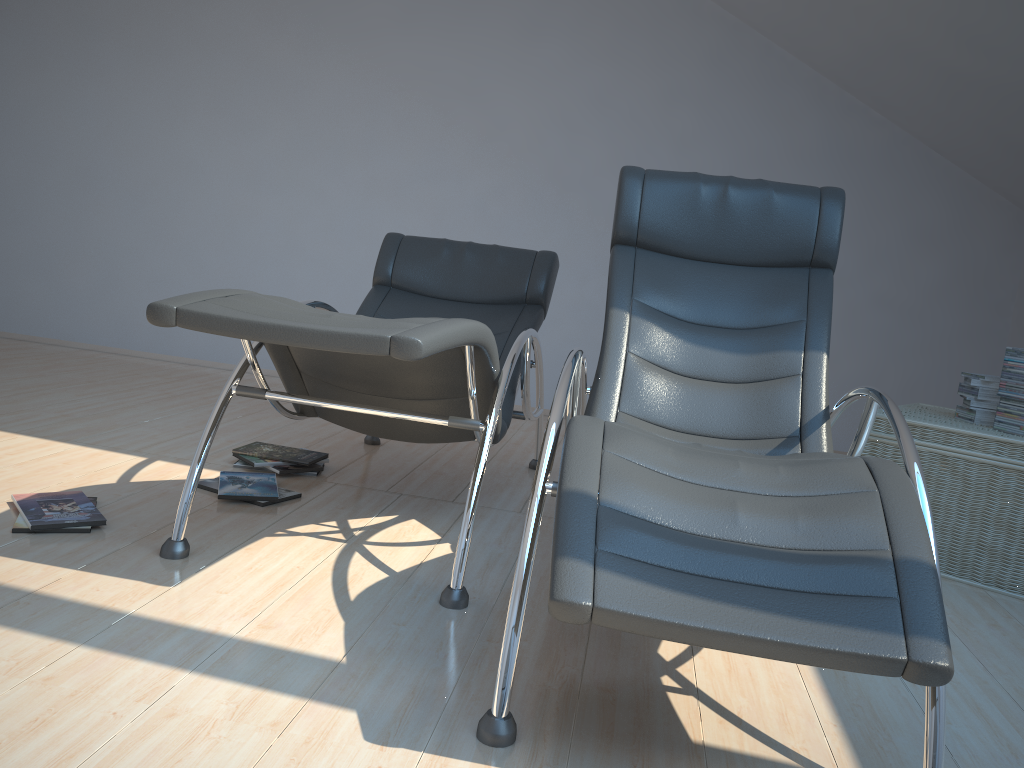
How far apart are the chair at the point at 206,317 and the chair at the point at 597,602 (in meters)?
0.19

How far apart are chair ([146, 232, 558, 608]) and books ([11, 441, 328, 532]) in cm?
27

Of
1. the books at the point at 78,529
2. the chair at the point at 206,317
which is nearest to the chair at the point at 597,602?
the chair at the point at 206,317

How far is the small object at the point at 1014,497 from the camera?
2.9 meters

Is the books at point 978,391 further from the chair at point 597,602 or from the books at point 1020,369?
the chair at point 597,602

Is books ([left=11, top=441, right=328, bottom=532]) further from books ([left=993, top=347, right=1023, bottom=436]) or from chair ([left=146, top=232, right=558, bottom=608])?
books ([left=993, top=347, right=1023, bottom=436])

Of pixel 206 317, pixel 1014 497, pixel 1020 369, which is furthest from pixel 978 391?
pixel 206 317

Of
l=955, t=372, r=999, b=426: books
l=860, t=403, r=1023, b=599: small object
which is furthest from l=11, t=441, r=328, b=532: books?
l=955, t=372, r=999, b=426: books

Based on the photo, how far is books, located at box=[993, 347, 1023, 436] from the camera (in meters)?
3.01

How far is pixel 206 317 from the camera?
1.90m
